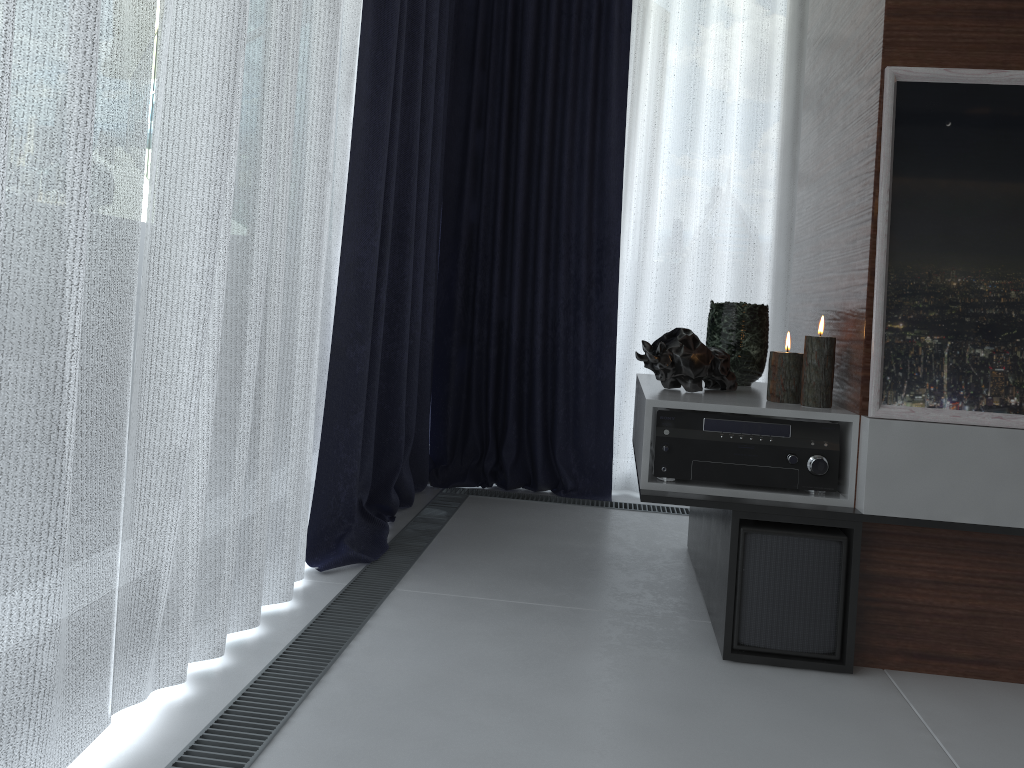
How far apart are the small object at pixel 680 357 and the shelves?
0.02m

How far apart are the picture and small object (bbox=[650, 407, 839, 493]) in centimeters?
9cm

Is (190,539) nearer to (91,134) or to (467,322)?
(91,134)

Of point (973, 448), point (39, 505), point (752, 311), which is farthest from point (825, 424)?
point (39, 505)

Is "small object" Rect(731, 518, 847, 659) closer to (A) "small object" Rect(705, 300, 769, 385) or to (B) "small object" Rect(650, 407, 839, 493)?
(B) "small object" Rect(650, 407, 839, 493)

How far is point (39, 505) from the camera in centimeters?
108cm

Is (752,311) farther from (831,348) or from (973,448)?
(973,448)

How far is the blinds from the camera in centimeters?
108cm

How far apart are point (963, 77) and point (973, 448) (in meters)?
A: 0.72

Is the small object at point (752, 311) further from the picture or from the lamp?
the picture
